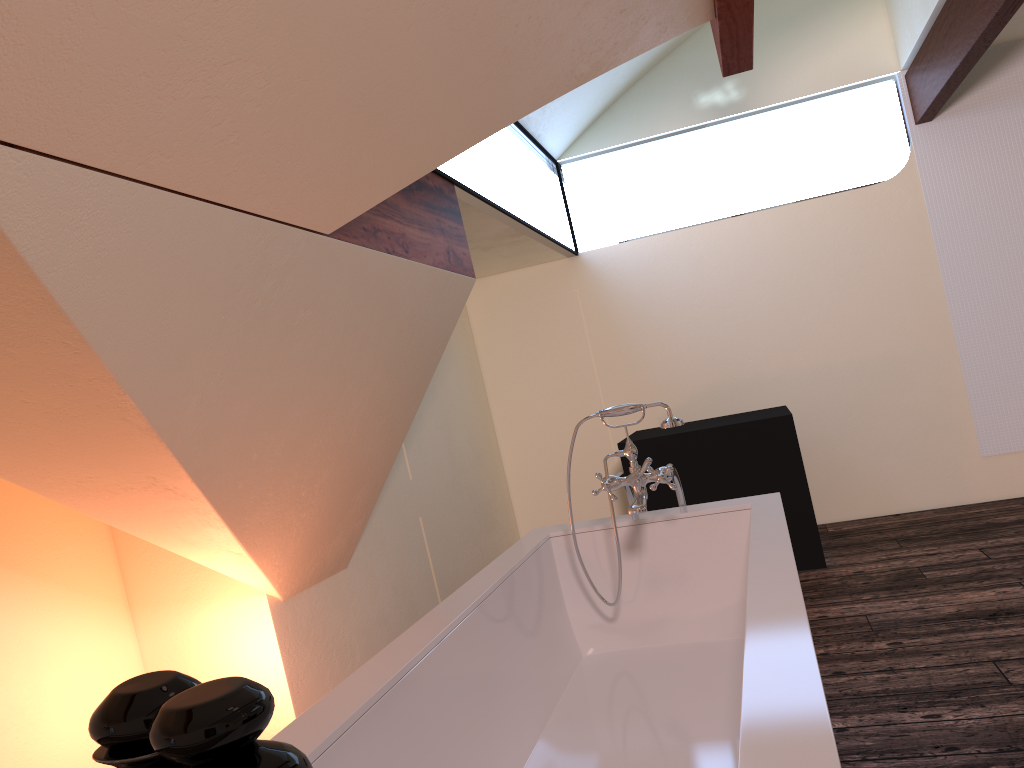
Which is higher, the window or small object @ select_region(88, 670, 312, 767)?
the window

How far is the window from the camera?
3.76m

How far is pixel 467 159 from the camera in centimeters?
376cm

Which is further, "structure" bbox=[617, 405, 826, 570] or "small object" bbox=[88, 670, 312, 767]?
"structure" bbox=[617, 405, 826, 570]

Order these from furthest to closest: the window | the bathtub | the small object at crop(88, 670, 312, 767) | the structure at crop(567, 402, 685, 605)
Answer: the window → the structure at crop(567, 402, 685, 605) → the bathtub → the small object at crop(88, 670, 312, 767)

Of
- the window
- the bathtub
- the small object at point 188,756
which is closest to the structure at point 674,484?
the bathtub

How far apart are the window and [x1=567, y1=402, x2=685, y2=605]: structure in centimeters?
114cm

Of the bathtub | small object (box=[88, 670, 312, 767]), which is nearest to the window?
the bathtub

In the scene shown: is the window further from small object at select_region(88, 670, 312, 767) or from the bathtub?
small object at select_region(88, 670, 312, 767)

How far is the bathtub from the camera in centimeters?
128cm
